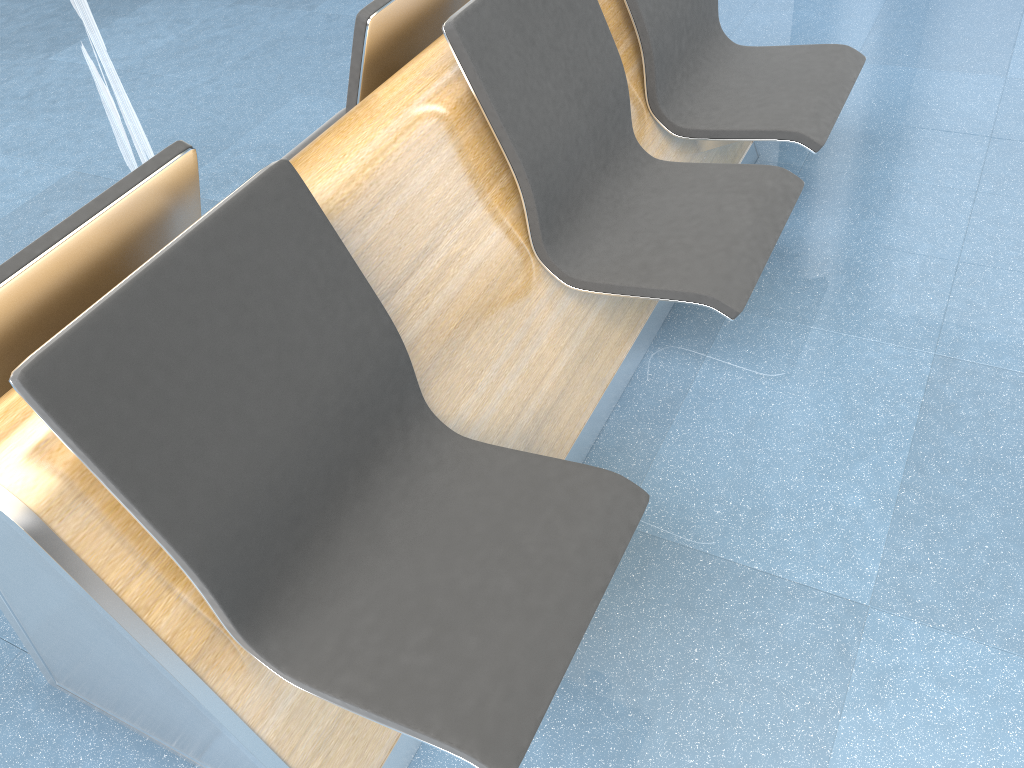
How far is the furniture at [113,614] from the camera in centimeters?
111cm

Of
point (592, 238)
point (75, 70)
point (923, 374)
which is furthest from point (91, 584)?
point (75, 70)

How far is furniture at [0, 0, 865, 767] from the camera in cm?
111

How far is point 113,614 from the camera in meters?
1.1

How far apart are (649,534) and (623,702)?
0.37m
